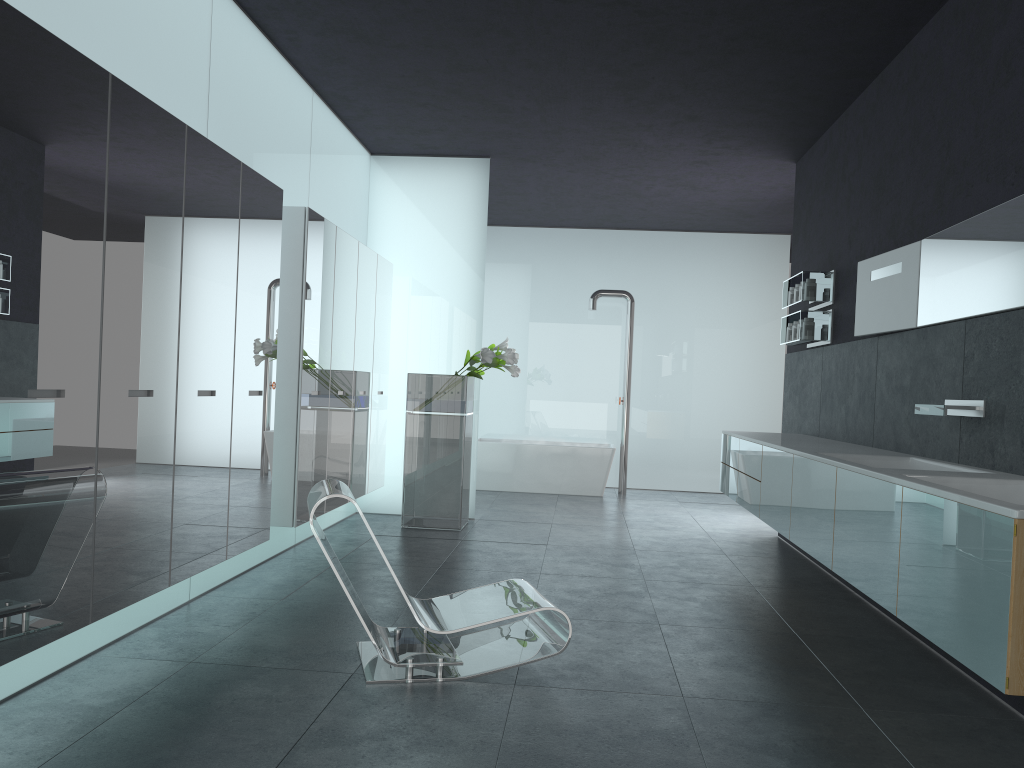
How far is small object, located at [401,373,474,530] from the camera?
8.47m

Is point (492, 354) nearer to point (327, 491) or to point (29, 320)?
point (327, 491)

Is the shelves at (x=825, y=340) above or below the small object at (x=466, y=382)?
above

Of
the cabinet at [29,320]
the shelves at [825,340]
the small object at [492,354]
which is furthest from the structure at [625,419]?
the cabinet at [29,320]

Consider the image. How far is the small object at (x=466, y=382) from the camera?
8.5m

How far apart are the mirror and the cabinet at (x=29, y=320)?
3.9 meters

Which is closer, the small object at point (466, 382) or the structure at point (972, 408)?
the structure at point (972, 408)

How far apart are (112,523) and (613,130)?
5.94m

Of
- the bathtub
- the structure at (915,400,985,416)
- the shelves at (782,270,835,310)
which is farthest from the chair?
the bathtub

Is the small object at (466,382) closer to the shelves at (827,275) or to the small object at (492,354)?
the small object at (492,354)
